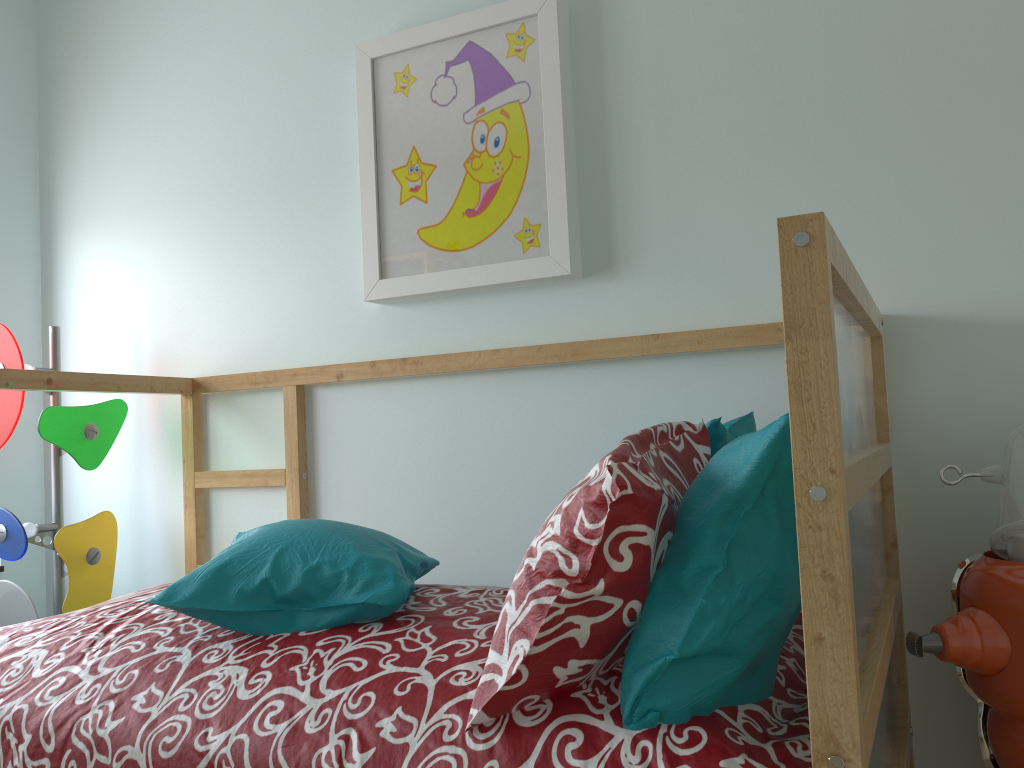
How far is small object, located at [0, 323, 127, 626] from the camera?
2.1 meters

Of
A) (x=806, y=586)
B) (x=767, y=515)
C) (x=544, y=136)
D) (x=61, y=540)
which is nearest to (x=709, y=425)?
(x=767, y=515)

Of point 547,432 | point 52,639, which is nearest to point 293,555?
point 52,639

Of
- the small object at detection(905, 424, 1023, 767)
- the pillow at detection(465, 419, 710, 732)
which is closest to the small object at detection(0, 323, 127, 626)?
the pillow at detection(465, 419, 710, 732)

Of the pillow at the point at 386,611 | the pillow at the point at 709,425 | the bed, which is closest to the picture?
Answer: the bed

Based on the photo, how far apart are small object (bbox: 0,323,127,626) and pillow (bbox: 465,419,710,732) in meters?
1.5 m

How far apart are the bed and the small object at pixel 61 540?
0.17m

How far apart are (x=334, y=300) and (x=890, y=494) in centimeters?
128cm

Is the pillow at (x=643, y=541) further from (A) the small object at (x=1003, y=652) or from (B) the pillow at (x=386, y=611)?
(A) the small object at (x=1003, y=652)

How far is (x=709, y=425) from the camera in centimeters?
125cm
